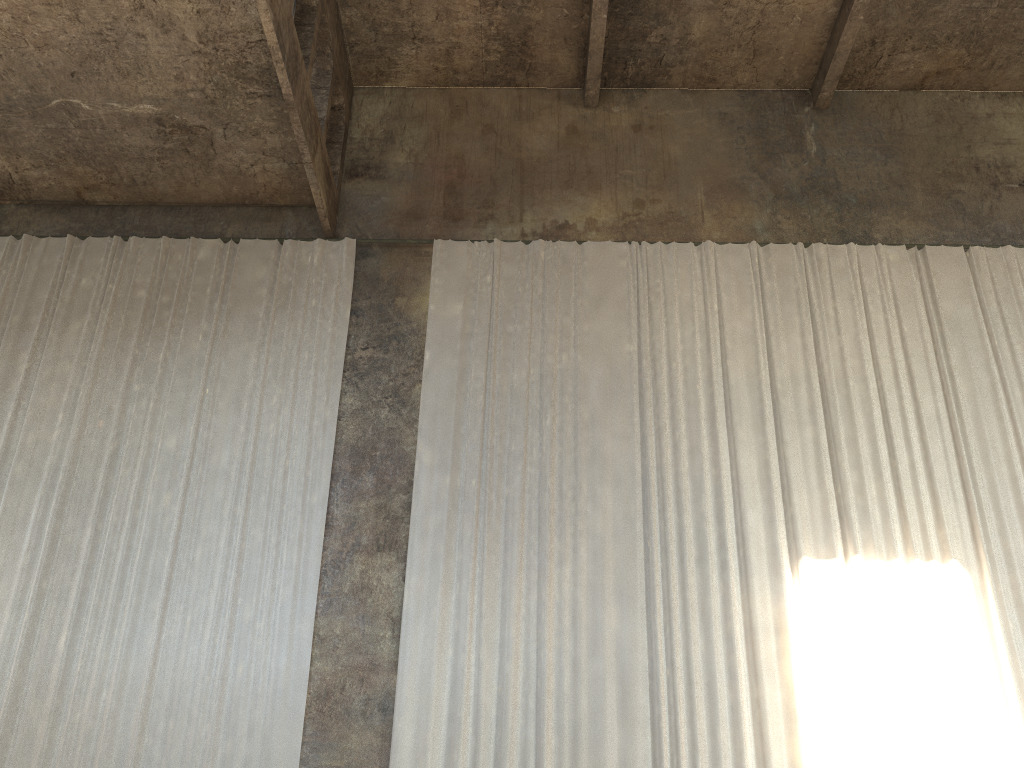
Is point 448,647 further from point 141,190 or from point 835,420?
point 141,190

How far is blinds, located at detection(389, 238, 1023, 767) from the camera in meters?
8.4 m

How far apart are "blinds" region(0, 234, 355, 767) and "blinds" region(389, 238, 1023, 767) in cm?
92

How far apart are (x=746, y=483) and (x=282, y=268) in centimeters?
630cm

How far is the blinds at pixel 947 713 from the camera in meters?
8.4 m

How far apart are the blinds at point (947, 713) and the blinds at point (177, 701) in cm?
92

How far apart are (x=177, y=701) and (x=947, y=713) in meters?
7.4
